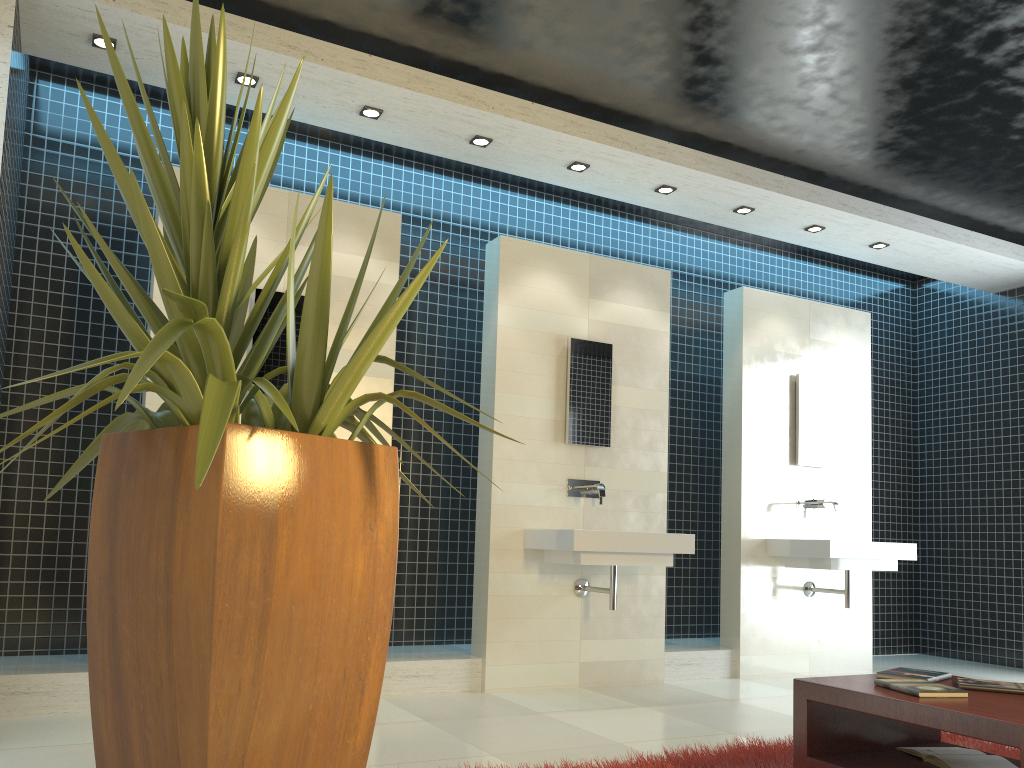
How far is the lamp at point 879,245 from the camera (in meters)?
6.55

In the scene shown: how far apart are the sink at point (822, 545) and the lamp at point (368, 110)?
3.8 meters

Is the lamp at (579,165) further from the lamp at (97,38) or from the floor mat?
the floor mat

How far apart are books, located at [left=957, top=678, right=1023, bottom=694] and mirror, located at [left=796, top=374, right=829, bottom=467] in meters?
3.6

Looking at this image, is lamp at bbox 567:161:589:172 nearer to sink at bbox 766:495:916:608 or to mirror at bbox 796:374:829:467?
mirror at bbox 796:374:829:467

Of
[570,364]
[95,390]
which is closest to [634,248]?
[570,364]

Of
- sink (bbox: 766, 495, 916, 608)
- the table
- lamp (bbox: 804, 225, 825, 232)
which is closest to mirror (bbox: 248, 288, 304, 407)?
the table

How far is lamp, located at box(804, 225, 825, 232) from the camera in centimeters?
626cm

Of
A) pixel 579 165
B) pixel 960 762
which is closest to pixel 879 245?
pixel 579 165

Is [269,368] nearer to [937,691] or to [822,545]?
[937,691]
